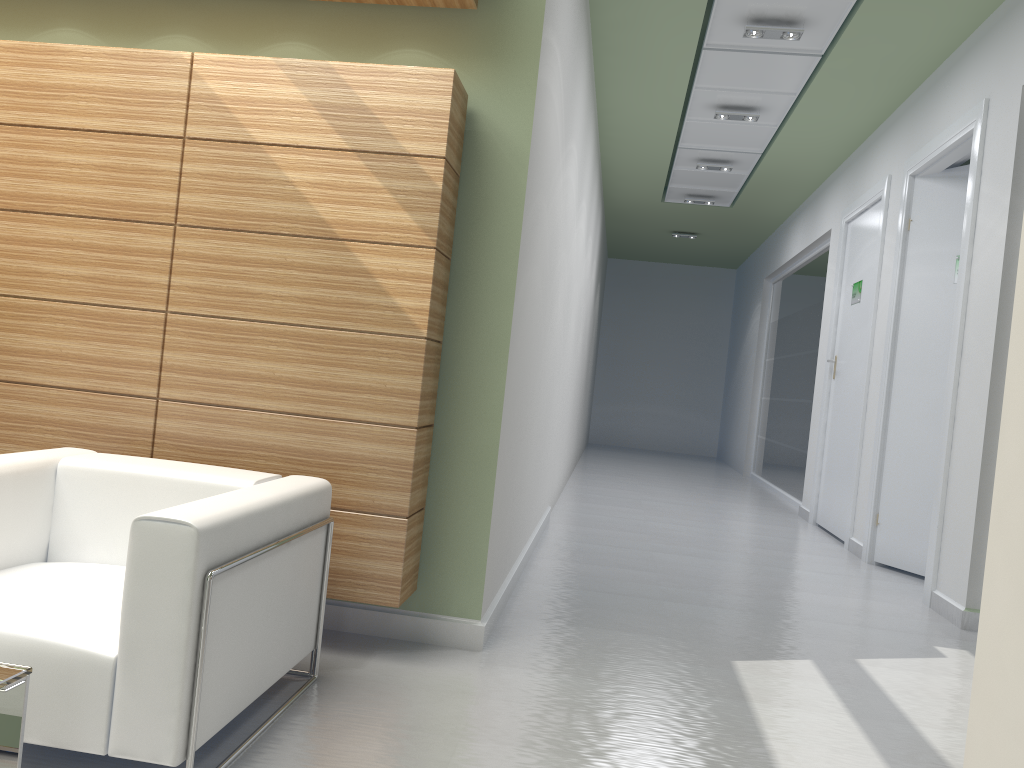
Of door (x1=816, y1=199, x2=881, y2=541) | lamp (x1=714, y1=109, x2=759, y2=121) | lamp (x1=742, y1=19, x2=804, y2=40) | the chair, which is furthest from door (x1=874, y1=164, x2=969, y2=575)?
the chair

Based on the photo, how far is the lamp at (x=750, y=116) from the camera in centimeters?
1337cm

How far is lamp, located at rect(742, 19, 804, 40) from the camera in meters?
10.2 m

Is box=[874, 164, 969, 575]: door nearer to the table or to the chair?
the chair

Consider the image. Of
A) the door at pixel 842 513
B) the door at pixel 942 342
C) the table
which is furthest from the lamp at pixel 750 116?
the table

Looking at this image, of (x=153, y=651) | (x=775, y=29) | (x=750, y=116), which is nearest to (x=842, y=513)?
(x=750, y=116)

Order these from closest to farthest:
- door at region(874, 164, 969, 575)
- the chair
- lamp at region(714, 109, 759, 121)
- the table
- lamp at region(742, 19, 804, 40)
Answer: the table → the chair → lamp at region(742, 19, 804, 40) → door at region(874, 164, 969, 575) → lamp at region(714, 109, 759, 121)

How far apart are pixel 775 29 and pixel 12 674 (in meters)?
9.97

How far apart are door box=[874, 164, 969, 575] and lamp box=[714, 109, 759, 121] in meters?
2.8

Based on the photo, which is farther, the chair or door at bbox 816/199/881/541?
door at bbox 816/199/881/541
